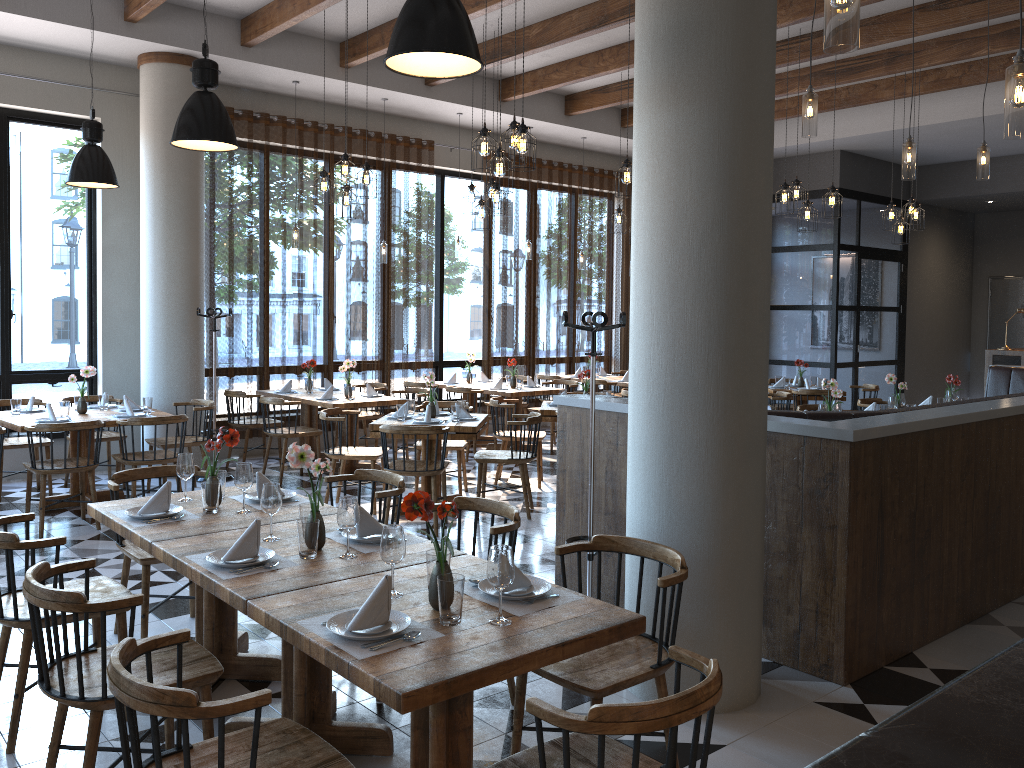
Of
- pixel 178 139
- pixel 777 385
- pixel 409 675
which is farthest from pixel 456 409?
pixel 777 385

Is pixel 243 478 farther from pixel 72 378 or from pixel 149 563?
pixel 72 378

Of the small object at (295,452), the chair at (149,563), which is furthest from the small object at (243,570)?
the chair at (149,563)

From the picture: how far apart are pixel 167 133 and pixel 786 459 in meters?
6.8 m

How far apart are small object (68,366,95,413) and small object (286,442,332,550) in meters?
4.8 m

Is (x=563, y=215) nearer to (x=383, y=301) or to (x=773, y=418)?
(x=383, y=301)

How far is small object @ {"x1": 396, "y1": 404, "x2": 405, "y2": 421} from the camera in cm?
708

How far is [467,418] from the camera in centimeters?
720cm

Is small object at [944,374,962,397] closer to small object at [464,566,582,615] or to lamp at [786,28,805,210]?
lamp at [786,28,805,210]

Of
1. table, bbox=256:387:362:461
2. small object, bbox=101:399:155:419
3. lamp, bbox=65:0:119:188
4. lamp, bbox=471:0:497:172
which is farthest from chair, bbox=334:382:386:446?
lamp, bbox=471:0:497:172
